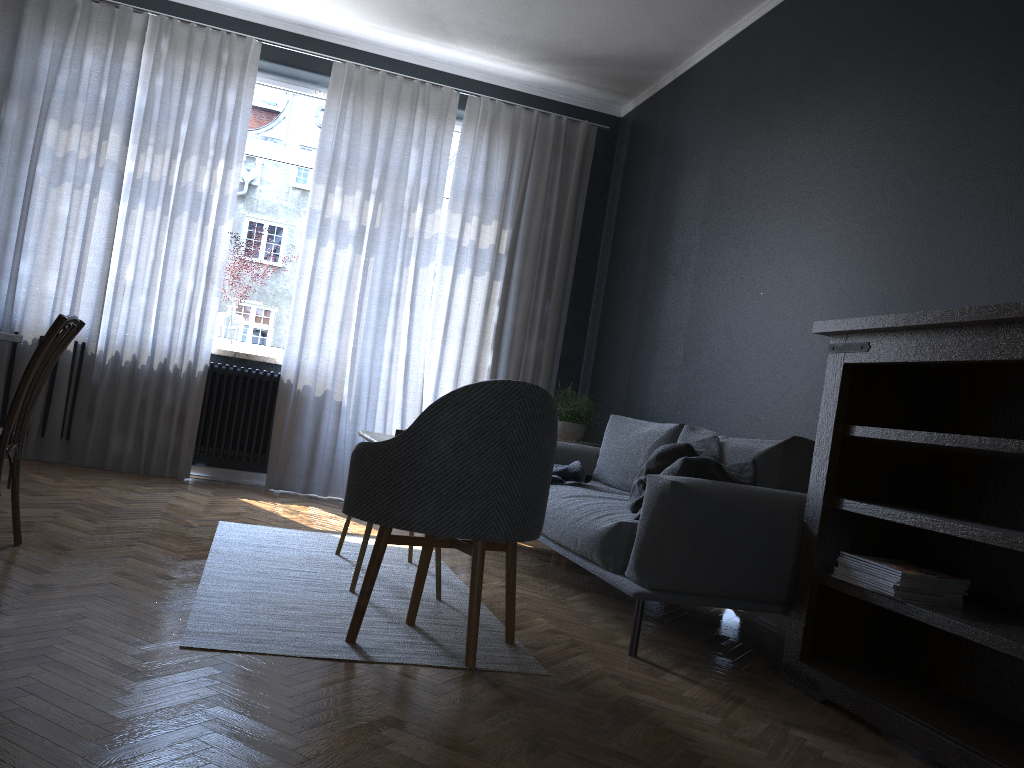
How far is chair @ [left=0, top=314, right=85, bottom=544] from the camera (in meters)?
2.81

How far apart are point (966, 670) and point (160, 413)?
4.5m

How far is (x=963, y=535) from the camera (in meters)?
2.27

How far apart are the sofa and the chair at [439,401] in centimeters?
38cm

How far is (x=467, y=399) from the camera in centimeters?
240cm

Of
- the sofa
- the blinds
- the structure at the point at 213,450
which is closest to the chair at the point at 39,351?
the sofa

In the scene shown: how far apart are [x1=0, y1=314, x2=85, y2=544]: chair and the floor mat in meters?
0.6 m

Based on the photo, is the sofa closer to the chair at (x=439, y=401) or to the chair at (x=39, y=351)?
the chair at (x=439, y=401)

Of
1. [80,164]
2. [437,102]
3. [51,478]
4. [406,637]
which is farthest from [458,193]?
→ [406,637]

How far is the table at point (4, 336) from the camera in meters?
3.1
